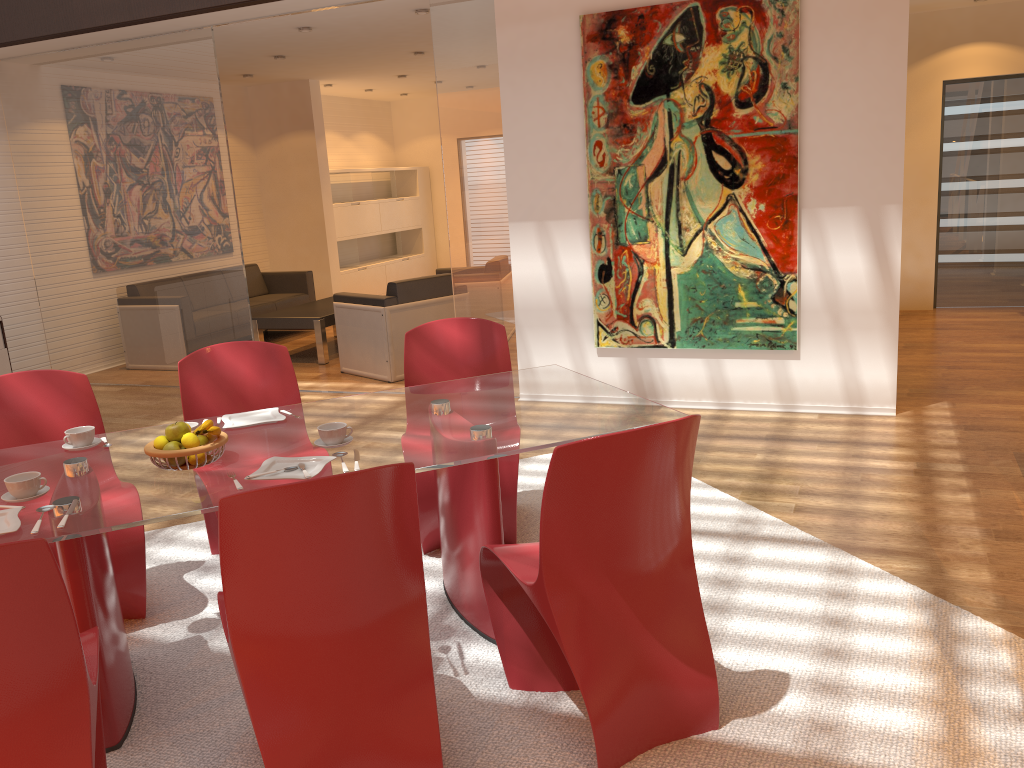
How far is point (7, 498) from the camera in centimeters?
240cm

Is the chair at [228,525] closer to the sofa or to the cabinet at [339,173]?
the sofa

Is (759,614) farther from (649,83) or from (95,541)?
(649,83)

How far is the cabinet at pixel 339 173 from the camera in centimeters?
1121cm

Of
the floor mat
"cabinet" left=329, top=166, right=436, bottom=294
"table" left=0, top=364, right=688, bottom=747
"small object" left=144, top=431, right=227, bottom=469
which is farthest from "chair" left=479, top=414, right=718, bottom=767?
"cabinet" left=329, top=166, right=436, bottom=294

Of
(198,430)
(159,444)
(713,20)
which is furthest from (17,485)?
(713,20)

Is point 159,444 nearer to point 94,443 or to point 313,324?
point 94,443

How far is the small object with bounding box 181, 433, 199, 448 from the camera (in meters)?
2.55

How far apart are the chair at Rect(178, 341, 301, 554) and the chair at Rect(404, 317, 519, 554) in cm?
47

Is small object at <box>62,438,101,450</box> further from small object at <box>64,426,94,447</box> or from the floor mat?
the floor mat
